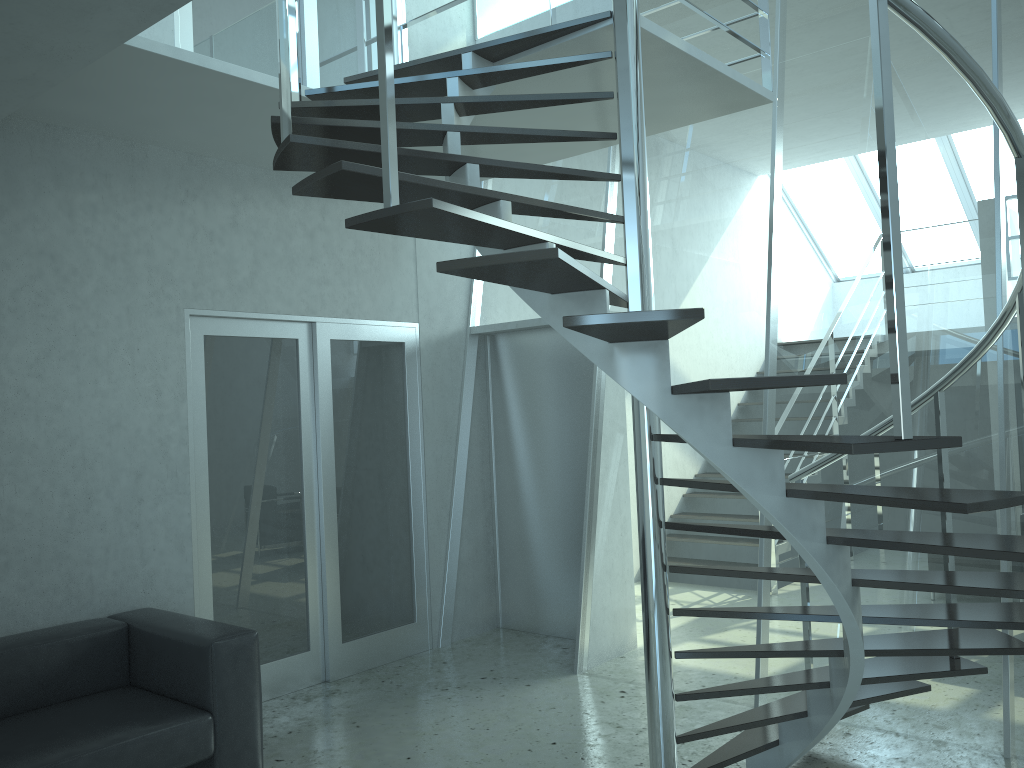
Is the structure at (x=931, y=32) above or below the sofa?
above

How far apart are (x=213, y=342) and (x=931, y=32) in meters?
3.7 m

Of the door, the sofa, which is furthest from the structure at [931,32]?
the sofa

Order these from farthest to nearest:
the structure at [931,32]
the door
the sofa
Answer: the door
the sofa
the structure at [931,32]

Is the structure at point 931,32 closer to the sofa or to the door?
the door

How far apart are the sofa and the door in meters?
0.5 m

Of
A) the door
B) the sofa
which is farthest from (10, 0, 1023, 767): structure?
the sofa

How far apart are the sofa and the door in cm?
47

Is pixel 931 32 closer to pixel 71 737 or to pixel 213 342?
pixel 71 737

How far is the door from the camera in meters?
4.7
